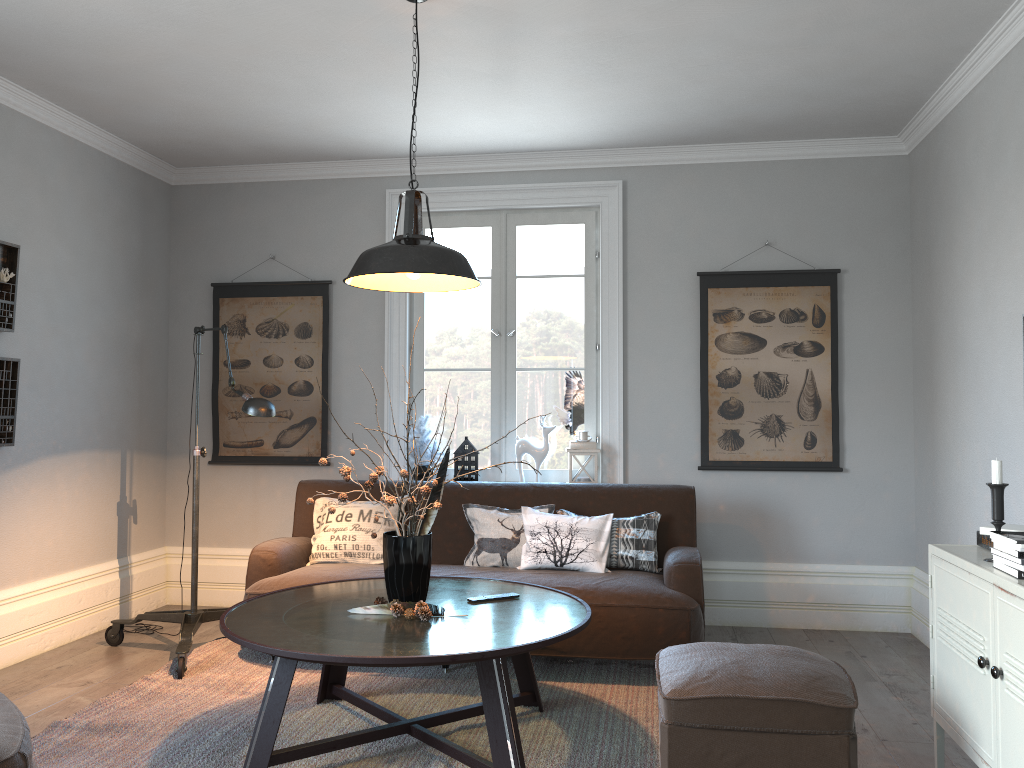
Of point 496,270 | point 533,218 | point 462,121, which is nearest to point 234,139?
point 462,121

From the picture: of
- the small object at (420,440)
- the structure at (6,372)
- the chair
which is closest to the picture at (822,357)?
the small object at (420,440)

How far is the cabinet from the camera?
2.29m

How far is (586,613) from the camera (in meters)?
3.13

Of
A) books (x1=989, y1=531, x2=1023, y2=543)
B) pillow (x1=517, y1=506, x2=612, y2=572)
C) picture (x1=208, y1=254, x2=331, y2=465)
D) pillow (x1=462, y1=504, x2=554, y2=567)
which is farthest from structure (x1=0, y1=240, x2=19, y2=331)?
books (x1=989, y1=531, x2=1023, y2=543)

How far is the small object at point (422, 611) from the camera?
3.0m

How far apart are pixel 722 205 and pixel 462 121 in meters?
1.6

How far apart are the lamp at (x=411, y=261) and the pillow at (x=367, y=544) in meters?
1.5

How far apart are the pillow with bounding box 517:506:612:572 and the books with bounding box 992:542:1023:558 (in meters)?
2.00

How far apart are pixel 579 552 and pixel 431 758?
1.4 meters
